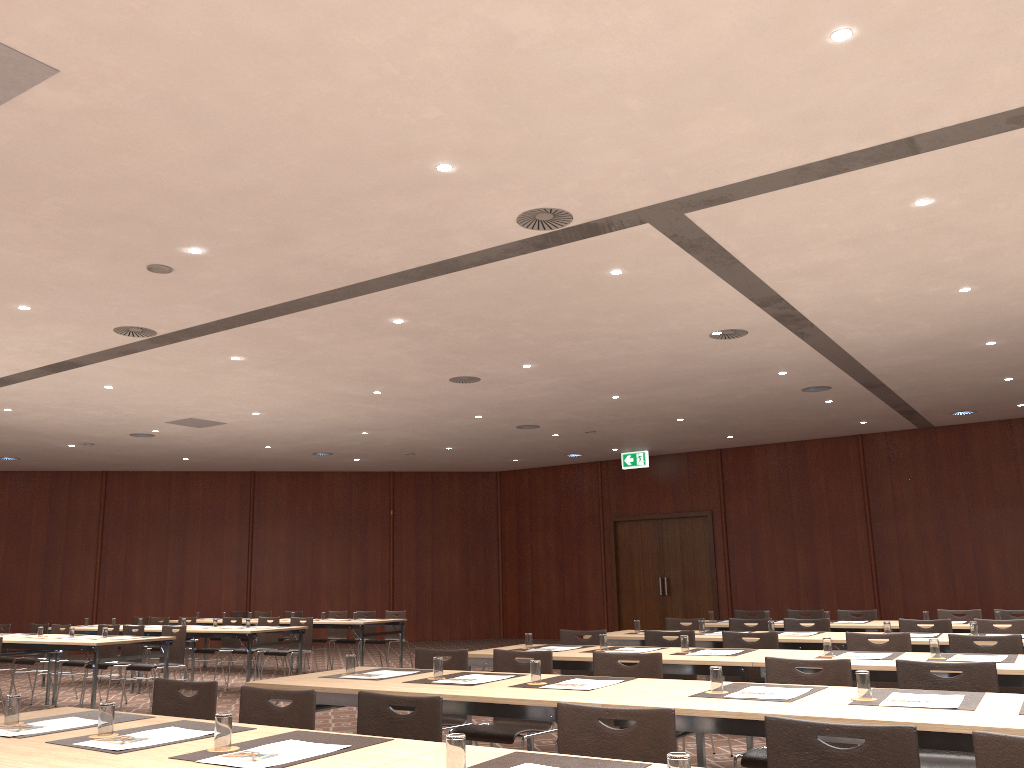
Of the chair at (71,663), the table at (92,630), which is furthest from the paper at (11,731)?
the table at (92,630)

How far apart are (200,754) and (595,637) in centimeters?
495cm

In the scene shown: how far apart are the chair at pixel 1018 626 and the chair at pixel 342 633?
9.5m

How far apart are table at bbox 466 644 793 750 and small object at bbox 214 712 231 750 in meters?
3.5 m

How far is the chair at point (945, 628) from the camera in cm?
772

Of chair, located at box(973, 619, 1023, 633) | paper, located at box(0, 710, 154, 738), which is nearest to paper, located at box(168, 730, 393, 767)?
paper, located at box(0, 710, 154, 738)

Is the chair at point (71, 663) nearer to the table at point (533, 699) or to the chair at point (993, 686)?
the table at point (533, 699)

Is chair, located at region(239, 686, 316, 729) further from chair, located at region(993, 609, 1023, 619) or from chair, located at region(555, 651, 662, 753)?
chair, located at region(993, 609, 1023, 619)

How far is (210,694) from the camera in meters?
4.1

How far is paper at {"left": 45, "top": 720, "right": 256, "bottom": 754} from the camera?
3.1 meters
